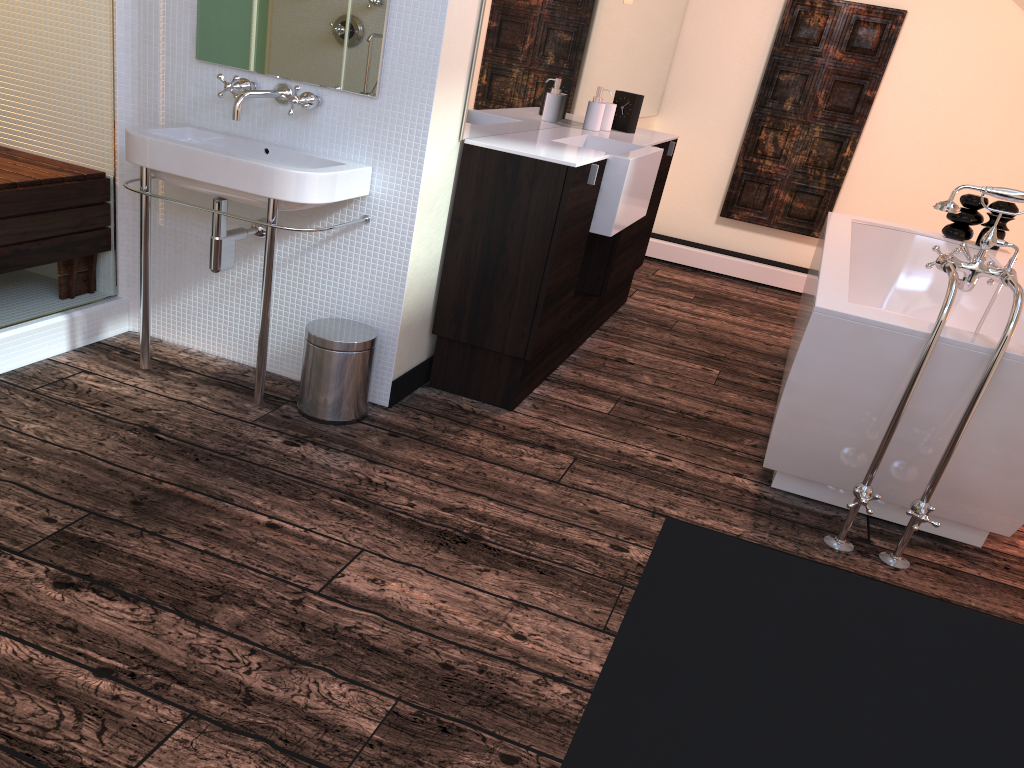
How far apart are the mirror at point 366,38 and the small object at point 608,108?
1.6 meters

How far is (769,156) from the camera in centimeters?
547cm

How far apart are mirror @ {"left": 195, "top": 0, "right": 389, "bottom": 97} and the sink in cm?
21

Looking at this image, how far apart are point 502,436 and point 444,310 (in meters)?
0.48

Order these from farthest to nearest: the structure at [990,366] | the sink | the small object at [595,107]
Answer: the small object at [595,107] < the sink < the structure at [990,366]

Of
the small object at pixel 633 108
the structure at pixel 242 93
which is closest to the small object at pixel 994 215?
the small object at pixel 633 108

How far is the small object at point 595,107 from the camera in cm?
375

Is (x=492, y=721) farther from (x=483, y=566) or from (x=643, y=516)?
(x=643, y=516)

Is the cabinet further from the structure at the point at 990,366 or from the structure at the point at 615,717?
the structure at the point at 615,717

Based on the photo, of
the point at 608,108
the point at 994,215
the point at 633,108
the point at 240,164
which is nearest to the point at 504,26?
the point at 240,164
